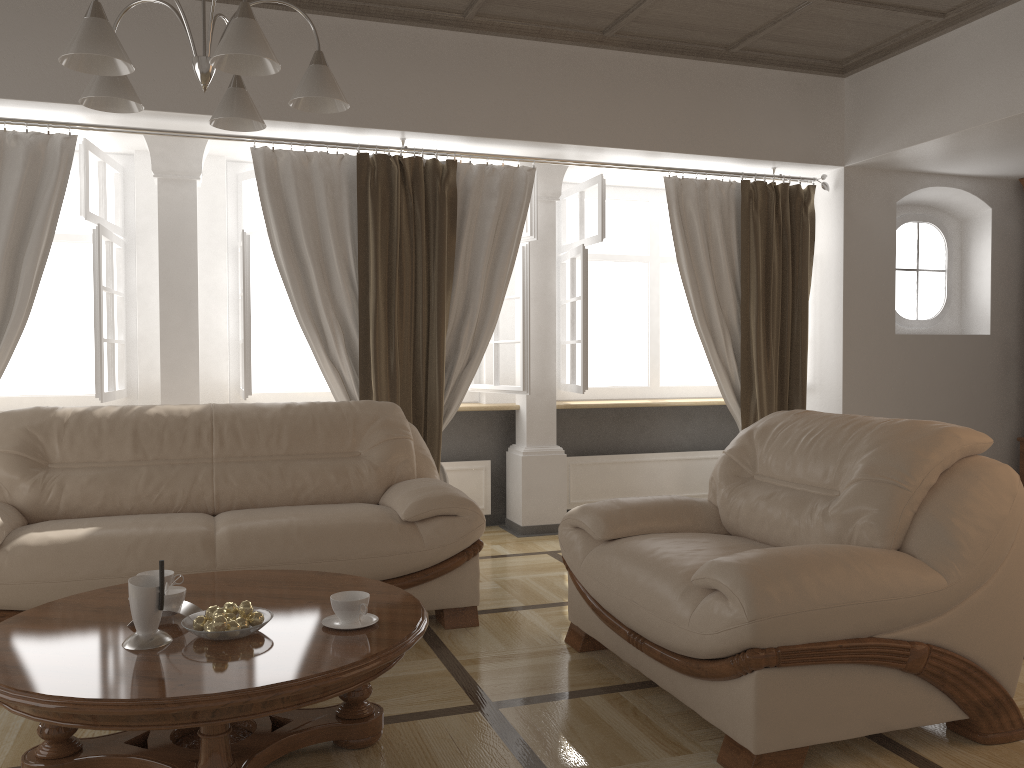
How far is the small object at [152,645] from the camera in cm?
218

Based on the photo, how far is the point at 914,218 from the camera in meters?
6.1 m

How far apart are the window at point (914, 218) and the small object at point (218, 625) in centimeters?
521cm

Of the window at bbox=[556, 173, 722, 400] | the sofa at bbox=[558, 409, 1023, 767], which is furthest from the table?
the window at bbox=[556, 173, 722, 400]

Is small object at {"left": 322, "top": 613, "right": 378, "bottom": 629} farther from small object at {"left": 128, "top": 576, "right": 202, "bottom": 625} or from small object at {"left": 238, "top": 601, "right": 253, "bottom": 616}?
small object at {"left": 128, "top": 576, "right": 202, "bottom": 625}

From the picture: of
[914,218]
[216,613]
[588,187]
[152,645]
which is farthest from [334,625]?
[914,218]

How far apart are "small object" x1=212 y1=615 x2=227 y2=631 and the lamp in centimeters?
135cm

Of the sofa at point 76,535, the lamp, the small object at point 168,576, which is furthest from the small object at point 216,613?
the lamp

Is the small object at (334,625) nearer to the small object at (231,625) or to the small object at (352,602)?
the small object at (352,602)

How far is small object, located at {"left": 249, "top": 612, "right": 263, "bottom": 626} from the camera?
2.3m
